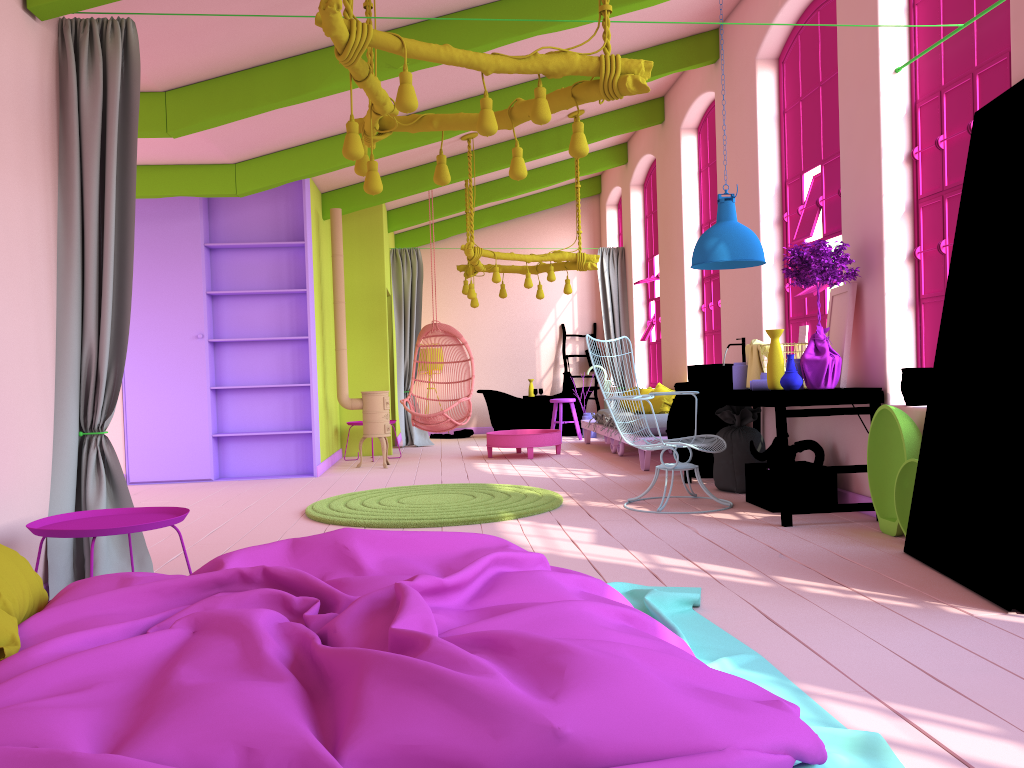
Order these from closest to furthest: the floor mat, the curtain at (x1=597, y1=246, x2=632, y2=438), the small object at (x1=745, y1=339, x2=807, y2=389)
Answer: the floor mat < the small object at (x1=745, y1=339, x2=807, y2=389) < the curtain at (x1=597, y1=246, x2=632, y2=438)

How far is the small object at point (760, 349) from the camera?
6.3m

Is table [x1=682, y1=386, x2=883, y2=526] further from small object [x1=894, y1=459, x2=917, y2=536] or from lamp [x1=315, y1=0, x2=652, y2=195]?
lamp [x1=315, y1=0, x2=652, y2=195]

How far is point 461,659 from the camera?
1.7 meters

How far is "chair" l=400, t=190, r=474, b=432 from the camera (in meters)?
10.31

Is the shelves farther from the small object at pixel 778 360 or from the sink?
the small object at pixel 778 360

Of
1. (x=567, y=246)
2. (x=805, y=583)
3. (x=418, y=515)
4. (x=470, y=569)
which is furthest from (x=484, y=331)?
(x=470, y=569)

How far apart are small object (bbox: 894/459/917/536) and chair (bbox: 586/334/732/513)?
1.5m

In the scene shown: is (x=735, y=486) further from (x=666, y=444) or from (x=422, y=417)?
(x=422, y=417)

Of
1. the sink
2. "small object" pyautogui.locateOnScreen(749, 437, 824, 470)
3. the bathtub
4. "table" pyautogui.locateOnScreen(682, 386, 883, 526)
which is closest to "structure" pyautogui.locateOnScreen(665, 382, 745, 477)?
"table" pyautogui.locateOnScreen(682, 386, 883, 526)
